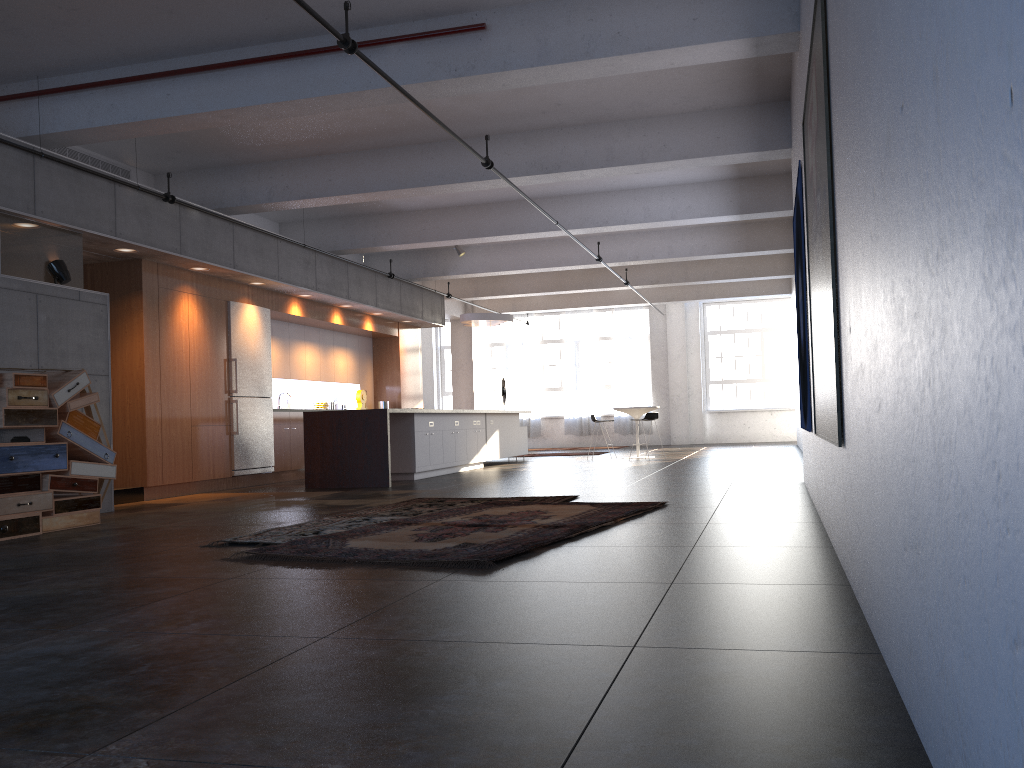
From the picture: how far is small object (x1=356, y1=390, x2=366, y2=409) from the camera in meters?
15.9 m

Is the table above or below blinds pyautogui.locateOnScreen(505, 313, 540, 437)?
below

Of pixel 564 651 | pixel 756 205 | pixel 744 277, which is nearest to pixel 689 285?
pixel 744 277

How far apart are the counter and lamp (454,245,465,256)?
5.2m

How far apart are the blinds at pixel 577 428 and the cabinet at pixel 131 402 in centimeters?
728cm

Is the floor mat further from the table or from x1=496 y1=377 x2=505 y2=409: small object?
x1=496 y1=377 x2=505 y2=409: small object

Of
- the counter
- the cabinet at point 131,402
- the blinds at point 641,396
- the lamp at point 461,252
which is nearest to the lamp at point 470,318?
the cabinet at point 131,402

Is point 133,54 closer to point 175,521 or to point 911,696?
point 175,521

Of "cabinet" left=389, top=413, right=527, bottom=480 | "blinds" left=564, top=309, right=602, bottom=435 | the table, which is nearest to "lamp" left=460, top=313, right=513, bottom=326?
"cabinet" left=389, top=413, right=527, bottom=480

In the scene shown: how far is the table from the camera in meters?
16.2 m
